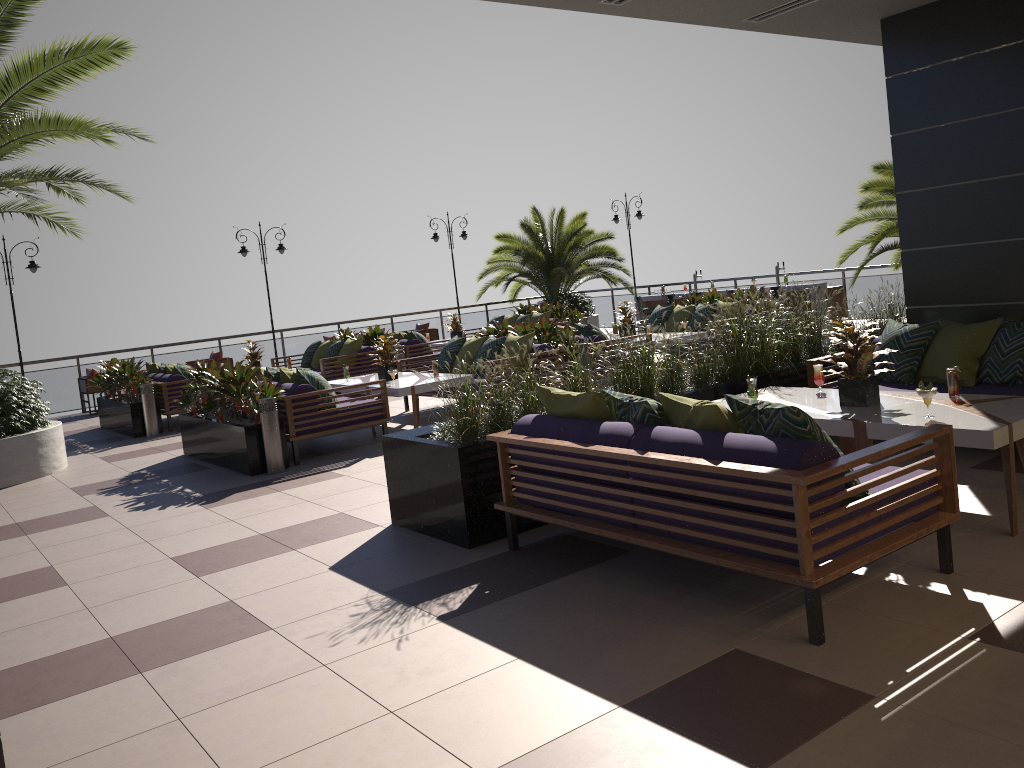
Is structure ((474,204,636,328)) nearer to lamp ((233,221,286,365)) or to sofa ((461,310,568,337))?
sofa ((461,310,568,337))

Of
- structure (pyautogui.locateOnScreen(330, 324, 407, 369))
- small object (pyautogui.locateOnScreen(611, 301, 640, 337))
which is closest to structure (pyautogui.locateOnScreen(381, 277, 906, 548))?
small object (pyautogui.locateOnScreen(611, 301, 640, 337))

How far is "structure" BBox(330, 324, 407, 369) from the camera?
14.4m

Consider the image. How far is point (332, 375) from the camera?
13.56m

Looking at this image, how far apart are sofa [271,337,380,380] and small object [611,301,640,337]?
4.0m

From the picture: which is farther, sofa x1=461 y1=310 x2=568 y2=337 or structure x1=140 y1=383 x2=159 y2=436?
sofa x1=461 y1=310 x2=568 y2=337

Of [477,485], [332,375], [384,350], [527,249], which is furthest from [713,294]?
[477,485]

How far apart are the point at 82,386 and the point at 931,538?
15.11m

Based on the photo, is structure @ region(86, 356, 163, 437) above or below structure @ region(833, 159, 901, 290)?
below

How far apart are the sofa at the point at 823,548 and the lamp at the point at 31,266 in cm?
1375
